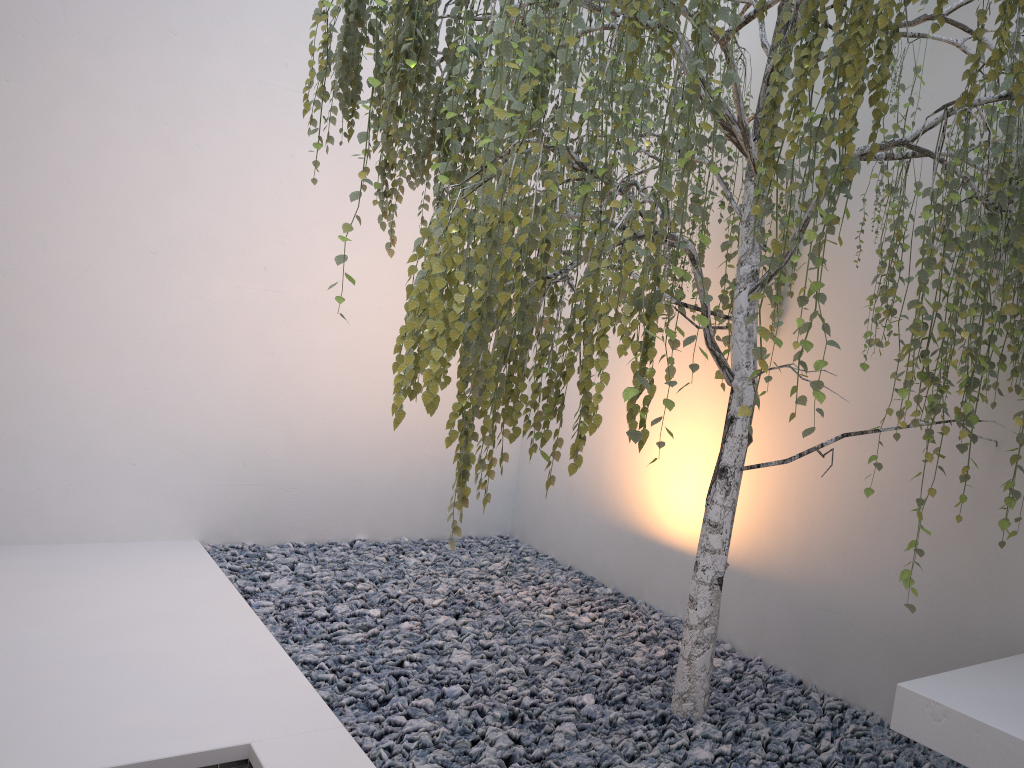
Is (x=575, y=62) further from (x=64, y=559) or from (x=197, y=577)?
(x=64, y=559)

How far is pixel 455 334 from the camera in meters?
1.5

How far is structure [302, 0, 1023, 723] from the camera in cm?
152

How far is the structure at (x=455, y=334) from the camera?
1.5m
